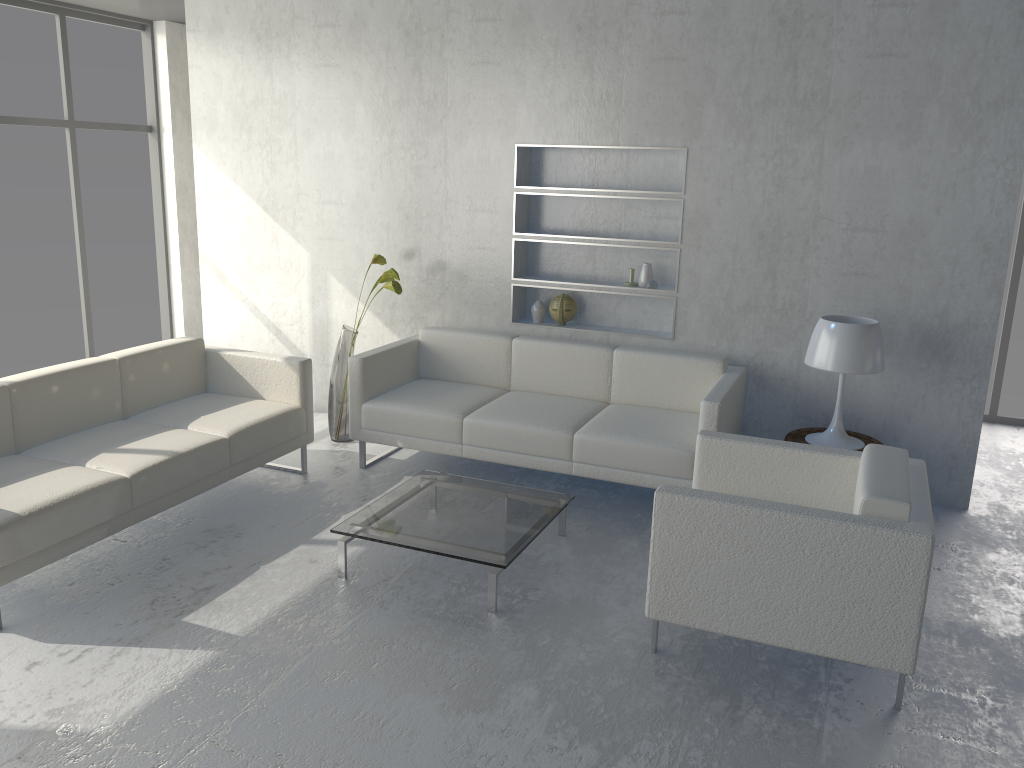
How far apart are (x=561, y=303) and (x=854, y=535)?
2.66m

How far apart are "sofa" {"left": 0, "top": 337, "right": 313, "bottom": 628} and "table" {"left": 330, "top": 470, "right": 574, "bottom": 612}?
0.75m

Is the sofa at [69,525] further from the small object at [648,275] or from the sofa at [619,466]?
the small object at [648,275]

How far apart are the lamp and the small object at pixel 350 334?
2.1m

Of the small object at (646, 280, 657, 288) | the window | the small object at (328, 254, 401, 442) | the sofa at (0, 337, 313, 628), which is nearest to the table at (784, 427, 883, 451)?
the small object at (646, 280, 657, 288)

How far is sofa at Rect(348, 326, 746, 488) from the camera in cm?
405

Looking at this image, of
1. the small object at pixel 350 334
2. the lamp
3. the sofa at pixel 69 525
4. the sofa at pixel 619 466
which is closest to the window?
the sofa at pixel 69 525

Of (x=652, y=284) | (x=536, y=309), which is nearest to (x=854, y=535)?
(x=652, y=284)

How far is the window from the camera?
5.7 meters

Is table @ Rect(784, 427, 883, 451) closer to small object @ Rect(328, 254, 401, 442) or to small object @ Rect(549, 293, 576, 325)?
small object @ Rect(549, 293, 576, 325)
